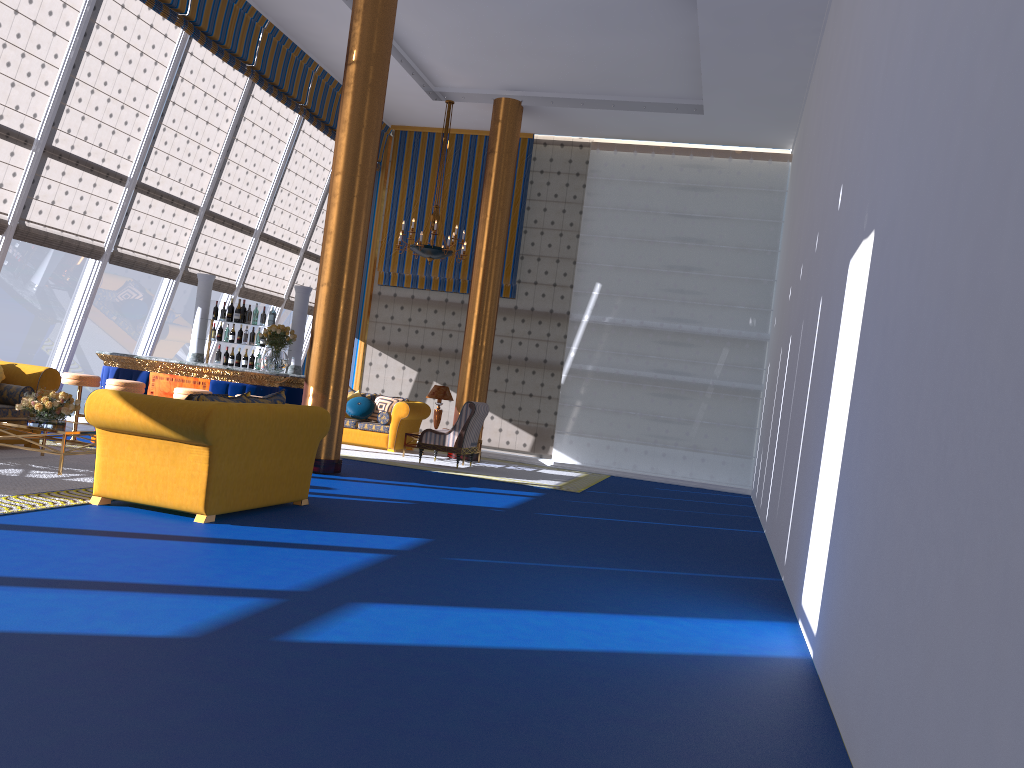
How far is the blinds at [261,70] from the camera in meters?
12.5

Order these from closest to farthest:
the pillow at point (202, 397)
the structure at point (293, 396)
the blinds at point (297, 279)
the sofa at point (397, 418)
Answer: the pillow at point (202, 397) < the structure at point (293, 396) < the sofa at point (397, 418) < the blinds at point (297, 279)

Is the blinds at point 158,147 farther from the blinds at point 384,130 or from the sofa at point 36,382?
the blinds at point 384,130

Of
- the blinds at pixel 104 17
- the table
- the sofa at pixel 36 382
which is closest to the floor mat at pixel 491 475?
the blinds at pixel 104 17

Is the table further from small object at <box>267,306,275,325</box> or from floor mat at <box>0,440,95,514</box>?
small object at <box>267,306,275,325</box>

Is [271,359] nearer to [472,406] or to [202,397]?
[472,406]

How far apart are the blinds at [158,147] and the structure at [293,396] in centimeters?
92cm

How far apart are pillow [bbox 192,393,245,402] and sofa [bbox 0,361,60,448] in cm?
328

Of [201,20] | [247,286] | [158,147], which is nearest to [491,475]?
[247,286]

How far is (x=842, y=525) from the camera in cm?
404
